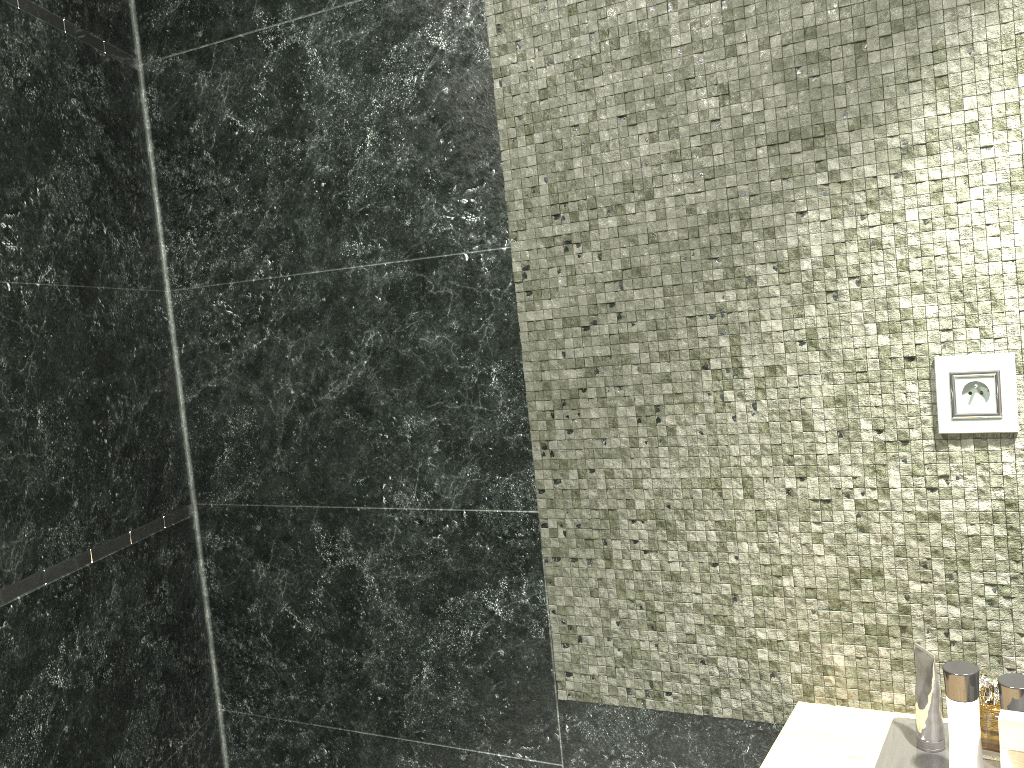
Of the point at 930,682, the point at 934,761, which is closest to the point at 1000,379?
the point at 930,682

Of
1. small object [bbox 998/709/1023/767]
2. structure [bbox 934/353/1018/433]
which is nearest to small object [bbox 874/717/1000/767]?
small object [bbox 998/709/1023/767]

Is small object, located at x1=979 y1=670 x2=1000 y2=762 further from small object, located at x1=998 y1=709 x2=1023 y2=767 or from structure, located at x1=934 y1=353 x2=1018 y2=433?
structure, located at x1=934 y1=353 x2=1018 y2=433

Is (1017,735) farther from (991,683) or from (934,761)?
→ (991,683)

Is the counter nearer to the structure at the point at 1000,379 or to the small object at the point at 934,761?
the small object at the point at 934,761

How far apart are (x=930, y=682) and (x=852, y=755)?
0.2m

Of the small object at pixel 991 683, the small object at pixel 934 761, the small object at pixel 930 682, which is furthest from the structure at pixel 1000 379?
the small object at pixel 991 683

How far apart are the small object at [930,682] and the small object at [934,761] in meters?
0.0

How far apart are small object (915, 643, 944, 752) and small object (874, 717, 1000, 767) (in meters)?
0.01

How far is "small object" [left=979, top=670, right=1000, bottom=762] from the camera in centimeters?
677cm
